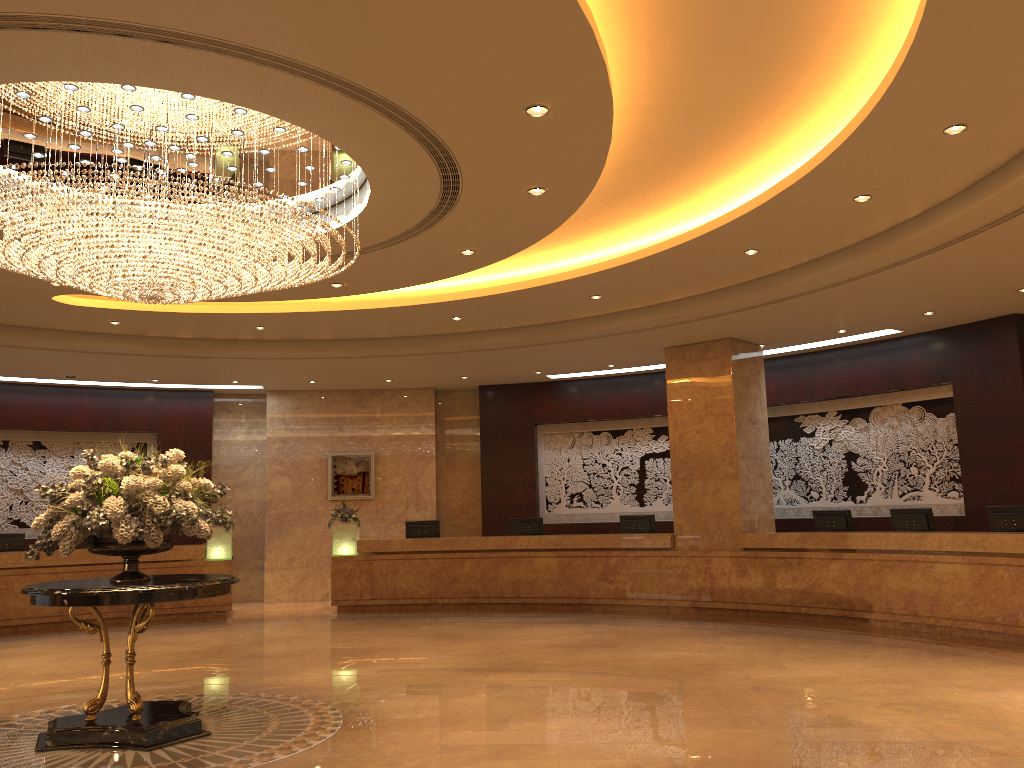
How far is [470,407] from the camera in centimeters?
1760cm

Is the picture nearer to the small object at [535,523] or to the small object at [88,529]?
the small object at [535,523]

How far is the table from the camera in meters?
5.9 m

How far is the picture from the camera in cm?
1678

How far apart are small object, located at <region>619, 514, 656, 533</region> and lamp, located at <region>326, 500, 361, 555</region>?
4.4 meters

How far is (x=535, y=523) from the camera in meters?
14.8 m

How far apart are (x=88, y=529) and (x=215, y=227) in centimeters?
227cm

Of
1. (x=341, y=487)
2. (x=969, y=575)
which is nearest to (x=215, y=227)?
(x=969, y=575)

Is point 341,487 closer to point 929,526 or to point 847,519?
point 847,519

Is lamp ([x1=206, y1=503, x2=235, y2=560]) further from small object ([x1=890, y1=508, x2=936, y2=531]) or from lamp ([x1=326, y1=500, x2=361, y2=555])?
small object ([x1=890, y1=508, x2=936, y2=531])
